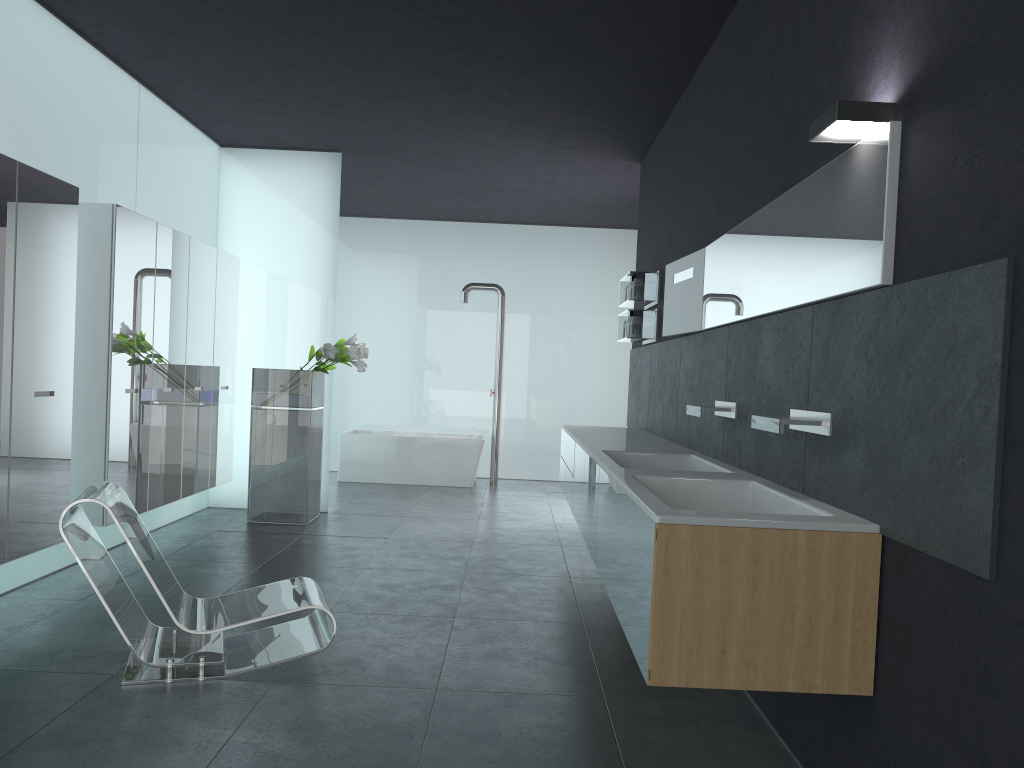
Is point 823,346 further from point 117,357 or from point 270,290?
point 270,290

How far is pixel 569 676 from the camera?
4.49m

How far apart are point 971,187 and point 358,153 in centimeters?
774cm

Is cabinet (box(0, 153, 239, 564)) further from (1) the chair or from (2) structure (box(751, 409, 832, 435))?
(2) structure (box(751, 409, 832, 435))

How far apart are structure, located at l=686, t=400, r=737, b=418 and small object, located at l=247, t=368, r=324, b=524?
4.5 meters

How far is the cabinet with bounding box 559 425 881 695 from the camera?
2.9 meters

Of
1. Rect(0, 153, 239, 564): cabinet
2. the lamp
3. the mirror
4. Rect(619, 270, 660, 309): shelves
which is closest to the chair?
Rect(0, 153, 239, 564): cabinet

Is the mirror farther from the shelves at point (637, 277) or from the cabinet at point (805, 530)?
the shelves at point (637, 277)

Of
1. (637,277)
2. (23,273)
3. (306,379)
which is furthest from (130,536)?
(637,277)

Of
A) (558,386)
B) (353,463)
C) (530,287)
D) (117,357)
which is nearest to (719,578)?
(117,357)
